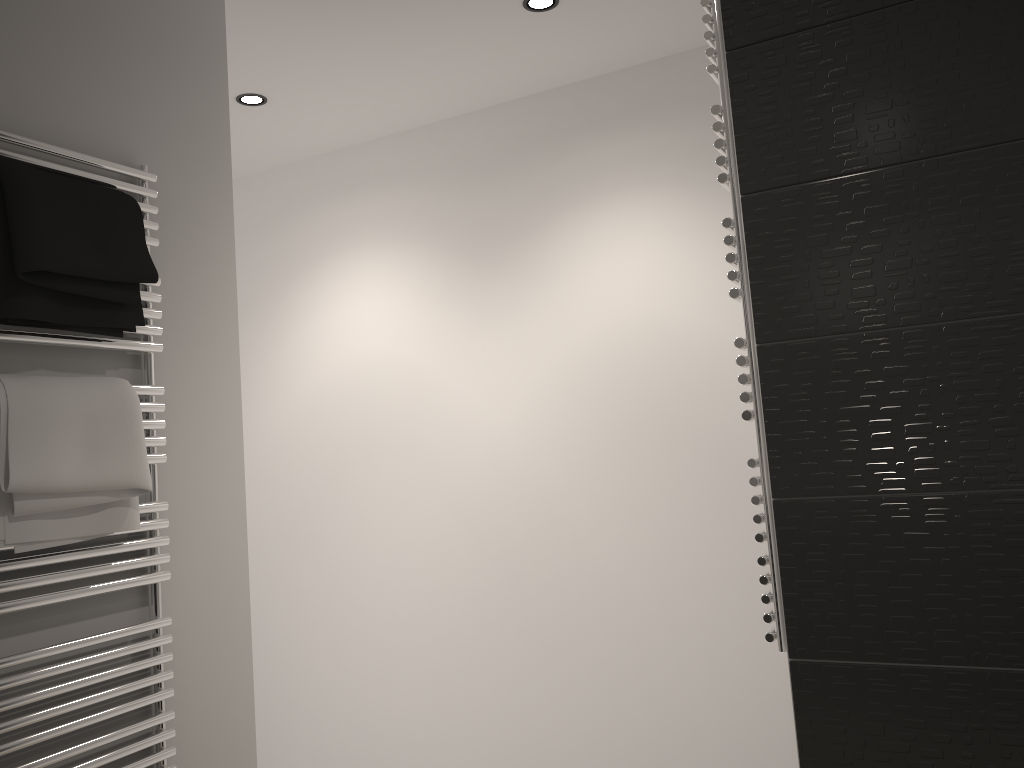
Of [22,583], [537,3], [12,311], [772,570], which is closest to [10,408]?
[12,311]

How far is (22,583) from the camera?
1.52m

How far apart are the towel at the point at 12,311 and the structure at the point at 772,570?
1.1 meters

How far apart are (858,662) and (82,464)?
1.41m

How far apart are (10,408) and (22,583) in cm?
30

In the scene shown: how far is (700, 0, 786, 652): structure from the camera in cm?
165

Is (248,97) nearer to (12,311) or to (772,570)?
(12,311)

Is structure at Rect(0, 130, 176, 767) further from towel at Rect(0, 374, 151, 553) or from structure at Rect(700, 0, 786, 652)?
structure at Rect(700, 0, 786, 652)

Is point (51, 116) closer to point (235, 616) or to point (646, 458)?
point (235, 616)

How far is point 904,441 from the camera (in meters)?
1.50
